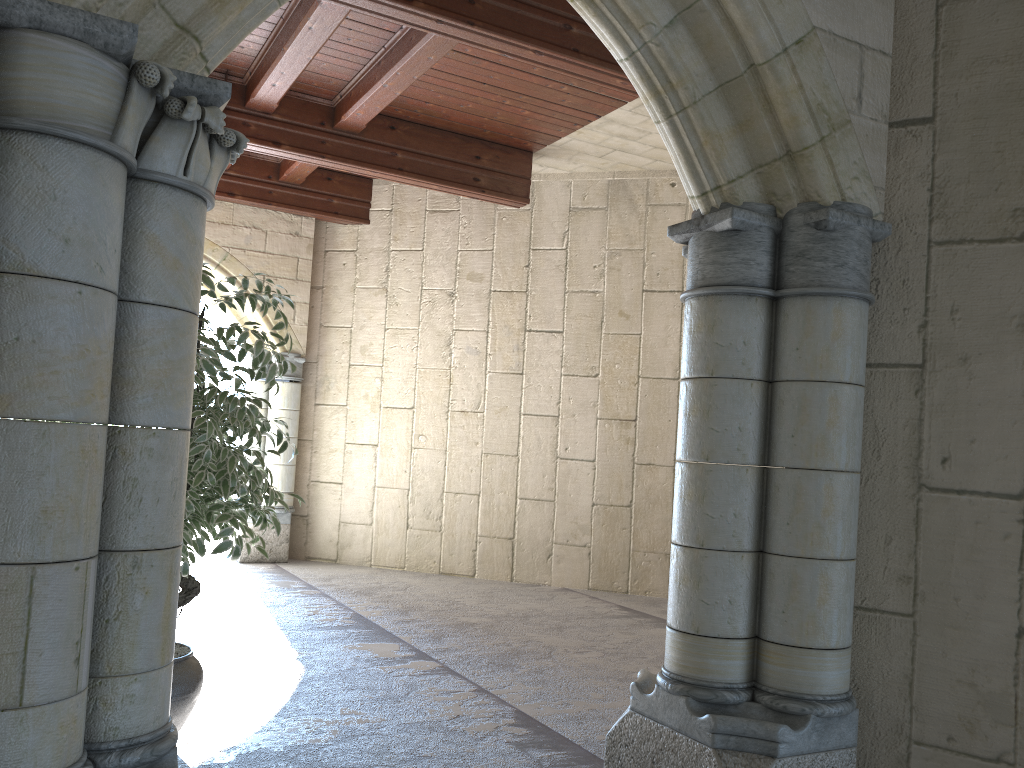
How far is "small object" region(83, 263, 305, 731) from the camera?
2.8 meters

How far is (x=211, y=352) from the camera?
2.8 meters

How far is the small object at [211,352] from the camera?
2.8 meters
